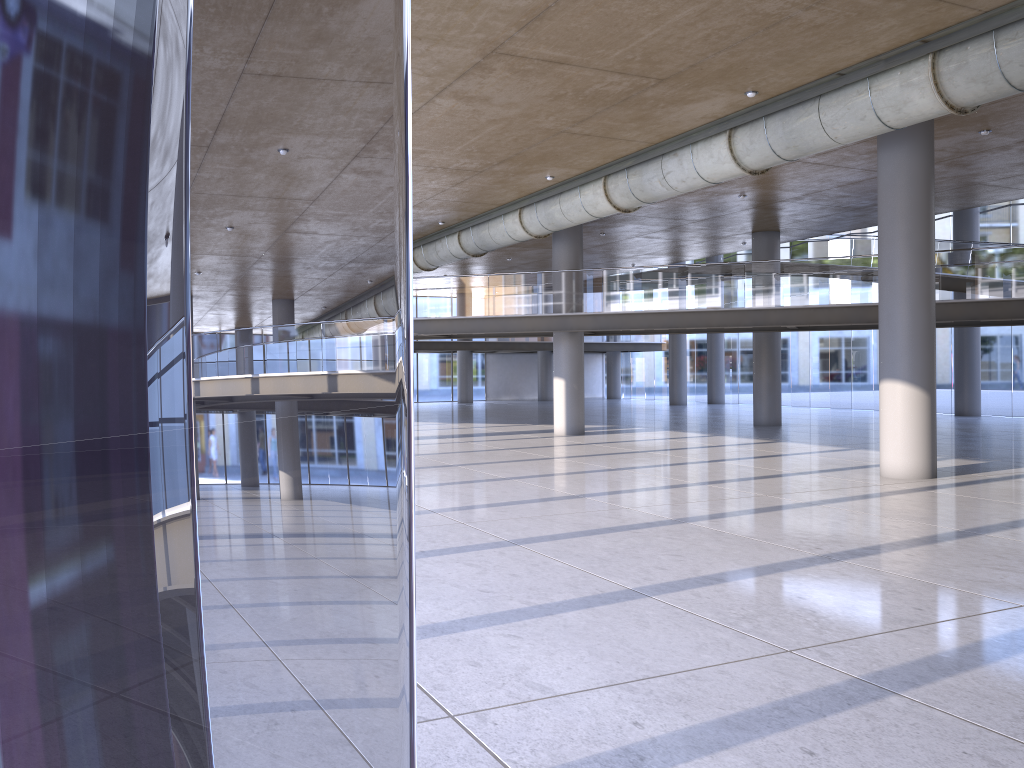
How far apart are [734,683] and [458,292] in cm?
1823

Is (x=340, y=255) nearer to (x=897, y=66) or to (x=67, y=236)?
(x=897, y=66)

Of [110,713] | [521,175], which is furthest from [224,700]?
[110,713]
